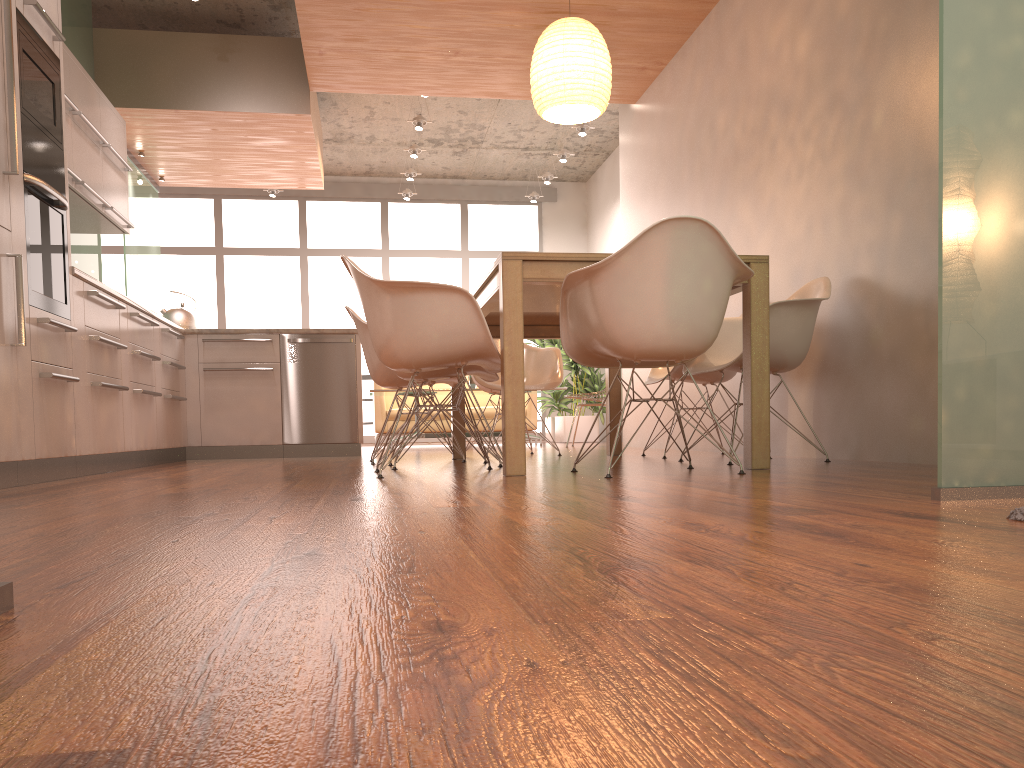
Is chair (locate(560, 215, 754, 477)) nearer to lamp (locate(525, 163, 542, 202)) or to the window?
lamp (locate(525, 163, 542, 202))

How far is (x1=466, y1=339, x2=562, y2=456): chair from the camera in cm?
557

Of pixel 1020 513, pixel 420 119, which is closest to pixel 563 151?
pixel 420 119

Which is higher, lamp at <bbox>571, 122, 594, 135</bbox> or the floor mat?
lamp at <bbox>571, 122, 594, 135</bbox>

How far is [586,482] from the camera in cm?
276

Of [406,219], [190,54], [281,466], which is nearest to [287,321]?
[406,219]

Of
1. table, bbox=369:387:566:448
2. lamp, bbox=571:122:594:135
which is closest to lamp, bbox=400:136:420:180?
lamp, bbox=571:122:594:135

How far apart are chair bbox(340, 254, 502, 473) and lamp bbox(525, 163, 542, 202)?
7.58m

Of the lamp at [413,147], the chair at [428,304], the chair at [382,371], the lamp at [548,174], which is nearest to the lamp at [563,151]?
the lamp at [548,174]

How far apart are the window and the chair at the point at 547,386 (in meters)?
5.66
